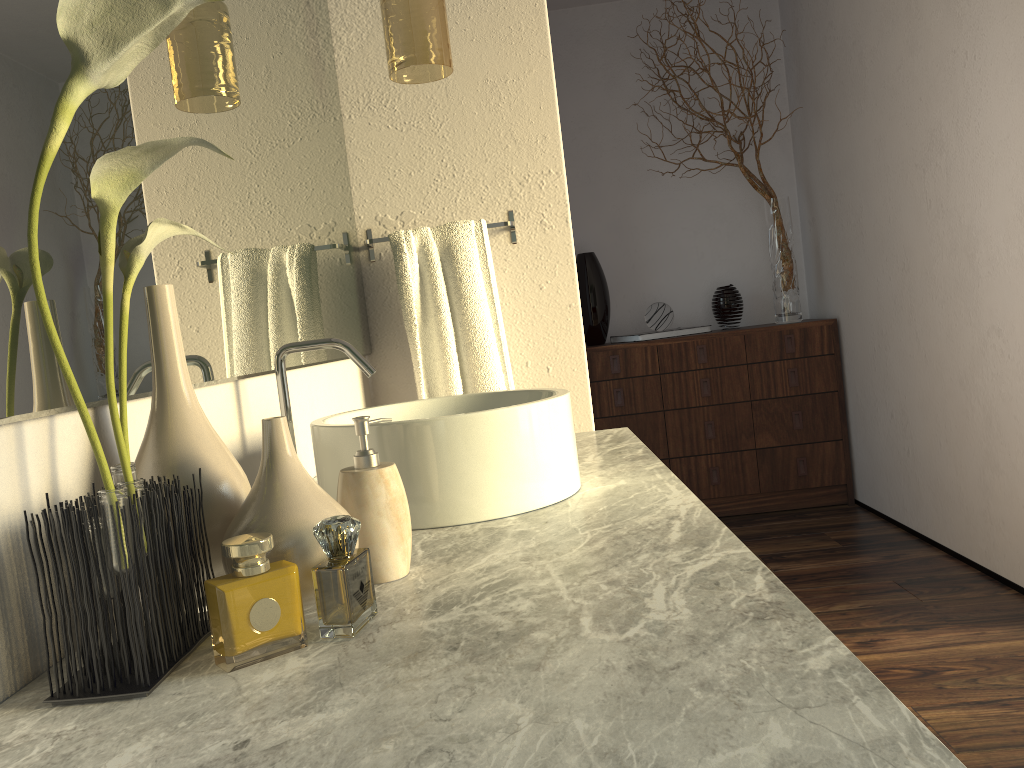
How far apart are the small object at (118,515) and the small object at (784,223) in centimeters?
326cm

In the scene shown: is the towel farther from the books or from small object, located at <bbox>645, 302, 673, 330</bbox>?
small object, located at <bbox>645, 302, 673, 330</bbox>

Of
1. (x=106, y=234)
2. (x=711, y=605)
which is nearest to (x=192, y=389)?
(x=106, y=234)

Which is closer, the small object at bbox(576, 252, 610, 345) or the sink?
the sink

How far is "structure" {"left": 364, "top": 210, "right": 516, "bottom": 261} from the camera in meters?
2.1

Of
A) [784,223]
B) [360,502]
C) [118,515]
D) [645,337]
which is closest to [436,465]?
[360,502]

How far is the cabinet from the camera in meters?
3.8

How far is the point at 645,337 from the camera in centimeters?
384cm

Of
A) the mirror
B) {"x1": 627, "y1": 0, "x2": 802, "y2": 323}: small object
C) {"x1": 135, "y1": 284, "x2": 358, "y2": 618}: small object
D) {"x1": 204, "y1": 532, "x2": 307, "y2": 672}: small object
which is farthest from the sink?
{"x1": 627, "y1": 0, "x2": 802, "y2": 323}: small object

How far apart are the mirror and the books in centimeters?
189cm
